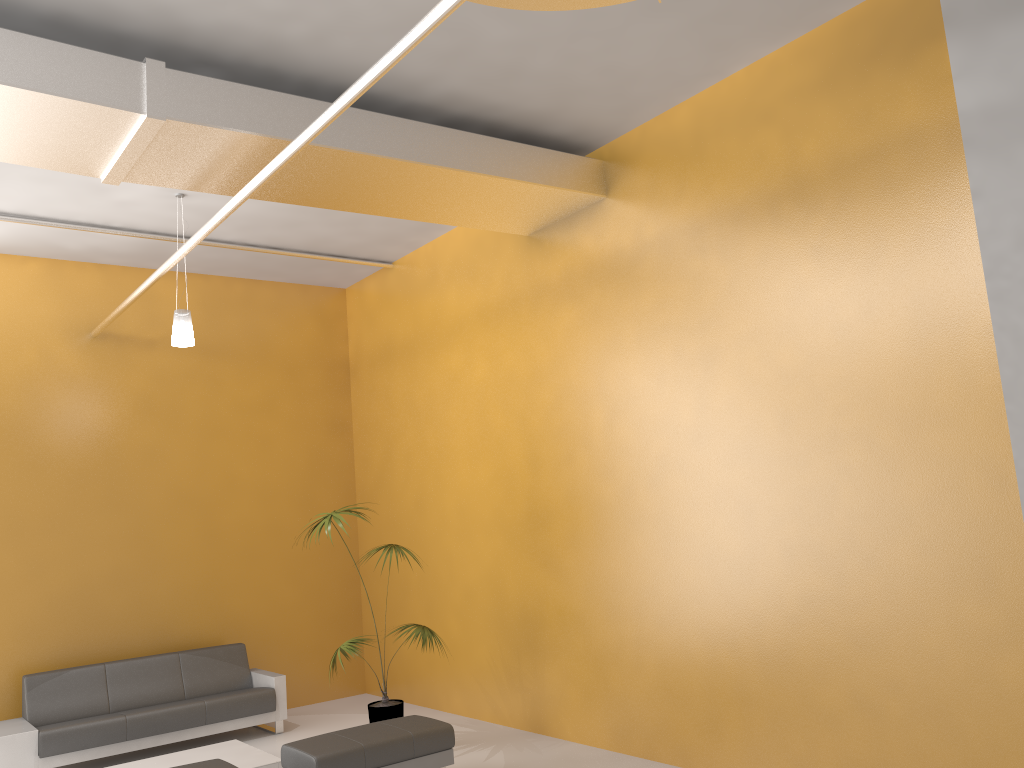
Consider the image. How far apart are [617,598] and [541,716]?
1.4m

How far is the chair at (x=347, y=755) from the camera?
5.5m

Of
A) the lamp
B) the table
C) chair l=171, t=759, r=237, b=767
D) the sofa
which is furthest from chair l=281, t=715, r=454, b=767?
the lamp

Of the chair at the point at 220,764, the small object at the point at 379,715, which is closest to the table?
the small object at the point at 379,715

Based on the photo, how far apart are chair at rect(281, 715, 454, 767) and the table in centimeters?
69cm

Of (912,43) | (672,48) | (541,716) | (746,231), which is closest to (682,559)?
(541,716)

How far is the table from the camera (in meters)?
6.42

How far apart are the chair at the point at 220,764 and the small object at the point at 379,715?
1.7m

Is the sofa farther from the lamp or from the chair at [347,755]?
the lamp

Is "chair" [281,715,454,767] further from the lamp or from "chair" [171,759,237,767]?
the lamp
